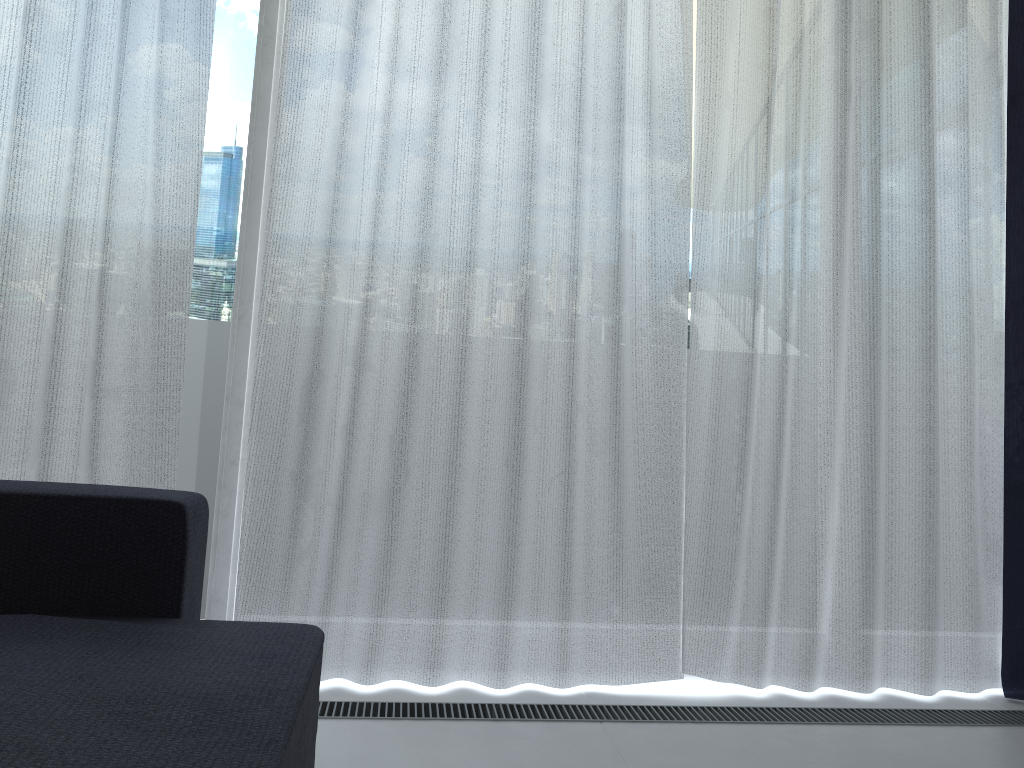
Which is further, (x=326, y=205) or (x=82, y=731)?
(x=326, y=205)

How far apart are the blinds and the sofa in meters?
0.5

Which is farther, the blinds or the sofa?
the blinds

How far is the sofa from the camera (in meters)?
1.02

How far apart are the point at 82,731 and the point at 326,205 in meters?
1.5

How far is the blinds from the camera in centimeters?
222cm

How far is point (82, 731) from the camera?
1.0 meters

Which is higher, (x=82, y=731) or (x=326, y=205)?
(x=326, y=205)
